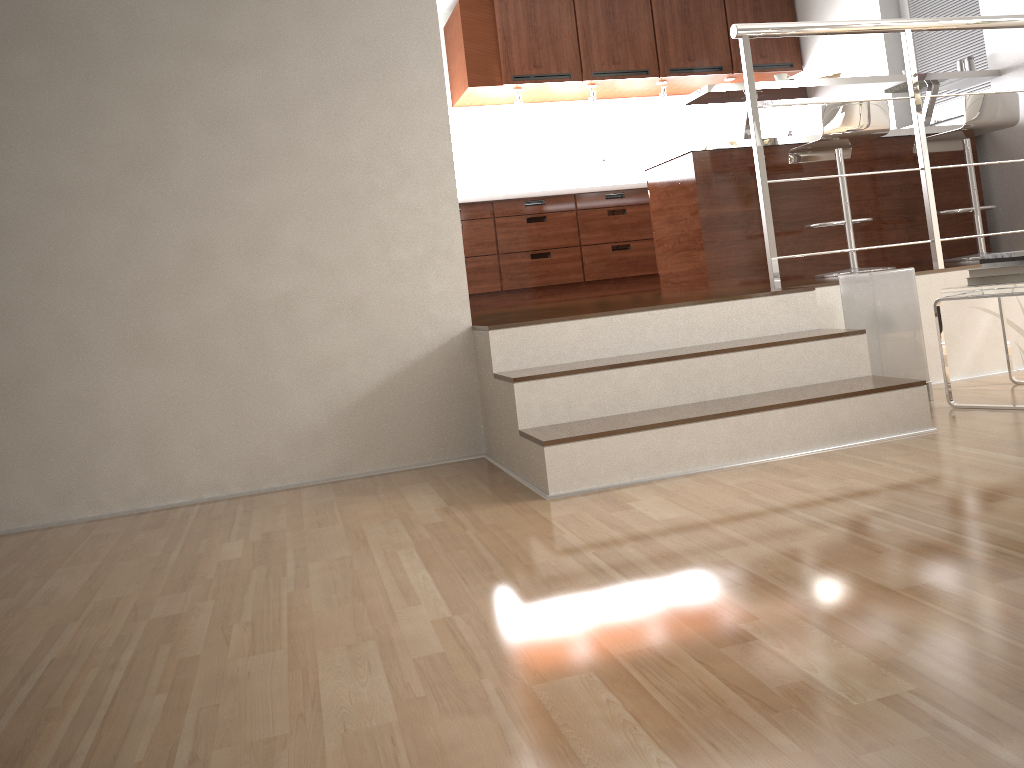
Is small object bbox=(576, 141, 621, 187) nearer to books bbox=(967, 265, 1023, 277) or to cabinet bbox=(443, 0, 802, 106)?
cabinet bbox=(443, 0, 802, 106)

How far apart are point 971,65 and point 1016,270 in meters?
2.8 m

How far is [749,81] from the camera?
3.30m

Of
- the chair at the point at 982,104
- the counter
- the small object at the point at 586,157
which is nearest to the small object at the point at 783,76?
the counter

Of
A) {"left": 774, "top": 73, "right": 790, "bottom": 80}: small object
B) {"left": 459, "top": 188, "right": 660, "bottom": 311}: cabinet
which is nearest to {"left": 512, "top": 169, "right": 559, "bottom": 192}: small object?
{"left": 459, "top": 188, "right": 660, "bottom": 311}: cabinet

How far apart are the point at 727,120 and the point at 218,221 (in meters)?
5.38

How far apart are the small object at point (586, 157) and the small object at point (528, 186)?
0.3 meters

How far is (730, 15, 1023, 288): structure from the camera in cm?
330

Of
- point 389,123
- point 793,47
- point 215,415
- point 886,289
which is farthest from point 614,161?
point 215,415

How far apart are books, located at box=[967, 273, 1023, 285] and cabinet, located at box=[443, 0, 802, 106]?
3.8m
